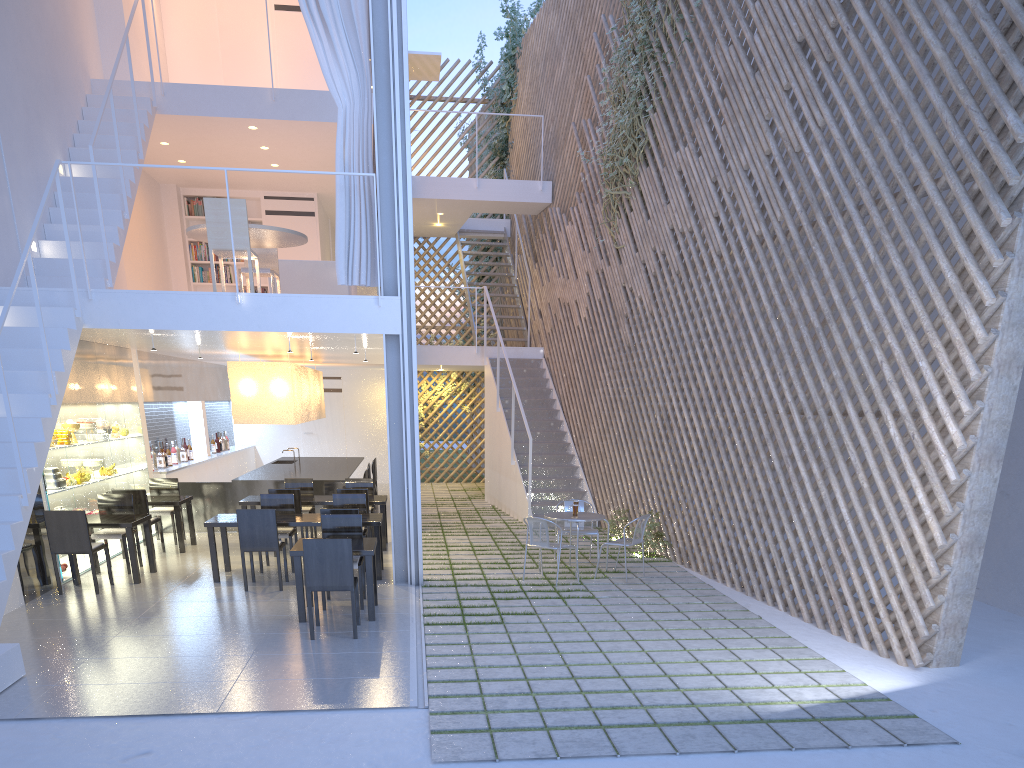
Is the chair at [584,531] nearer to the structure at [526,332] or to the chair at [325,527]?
the chair at [325,527]

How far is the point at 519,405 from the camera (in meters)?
6.81

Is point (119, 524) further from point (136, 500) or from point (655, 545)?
point (655, 545)

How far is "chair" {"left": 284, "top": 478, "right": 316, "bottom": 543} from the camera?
5.8 meters

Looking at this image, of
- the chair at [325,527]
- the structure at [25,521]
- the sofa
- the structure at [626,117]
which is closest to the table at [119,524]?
the structure at [25,521]

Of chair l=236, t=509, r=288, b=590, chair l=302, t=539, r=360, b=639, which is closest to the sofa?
chair l=236, t=509, r=288, b=590

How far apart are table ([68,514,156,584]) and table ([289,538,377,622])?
1.2 meters

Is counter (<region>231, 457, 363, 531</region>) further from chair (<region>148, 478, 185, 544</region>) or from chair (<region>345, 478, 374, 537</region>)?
chair (<region>148, 478, 185, 544</region>)

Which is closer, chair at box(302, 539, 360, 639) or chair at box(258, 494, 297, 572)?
→ chair at box(302, 539, 360, 639)

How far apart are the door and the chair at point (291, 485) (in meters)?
4.04
